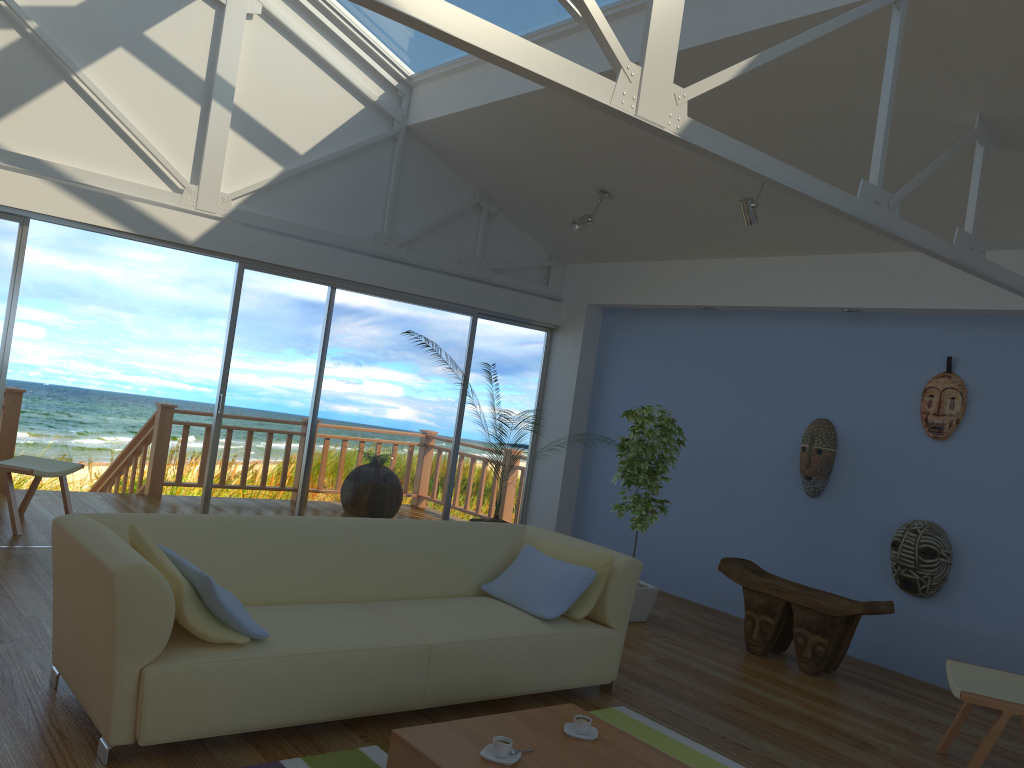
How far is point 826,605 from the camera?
4.97m

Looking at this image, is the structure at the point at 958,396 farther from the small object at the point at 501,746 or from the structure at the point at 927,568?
the small object at the point at 501,746

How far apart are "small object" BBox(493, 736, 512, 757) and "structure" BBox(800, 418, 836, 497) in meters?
3.7

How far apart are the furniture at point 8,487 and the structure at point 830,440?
5.0m

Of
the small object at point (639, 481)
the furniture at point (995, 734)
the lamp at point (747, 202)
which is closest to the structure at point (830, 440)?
the small object at point (639, 481)

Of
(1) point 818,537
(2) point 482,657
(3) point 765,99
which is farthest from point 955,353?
(2) point 482,657

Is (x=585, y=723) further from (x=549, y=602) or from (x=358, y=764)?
(x=549, y=602)

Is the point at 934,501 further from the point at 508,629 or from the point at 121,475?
the point at 121,475

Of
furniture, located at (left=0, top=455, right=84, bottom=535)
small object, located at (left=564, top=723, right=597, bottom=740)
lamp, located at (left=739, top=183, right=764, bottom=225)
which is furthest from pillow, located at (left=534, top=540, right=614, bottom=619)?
furniture, located at (left=0, top=455, right=84, bottom=535)

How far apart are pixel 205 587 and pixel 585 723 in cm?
136
